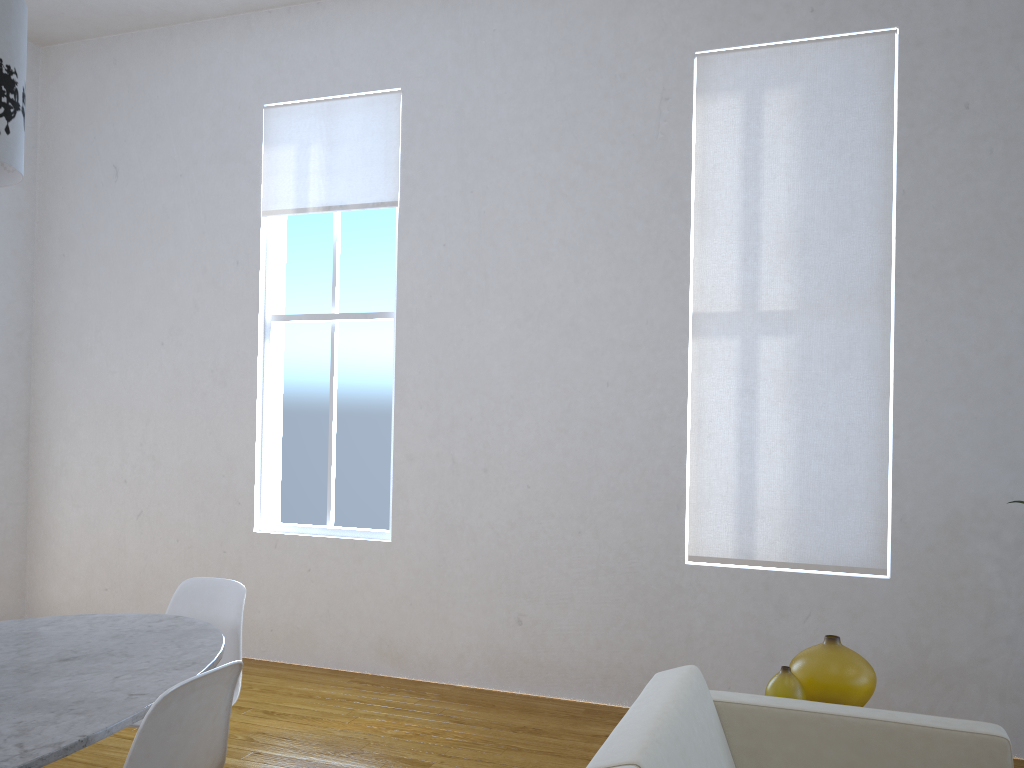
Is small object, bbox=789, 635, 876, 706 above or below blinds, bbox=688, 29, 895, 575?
below

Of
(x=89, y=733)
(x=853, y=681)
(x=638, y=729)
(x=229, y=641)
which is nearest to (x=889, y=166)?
(x=853, y=681)

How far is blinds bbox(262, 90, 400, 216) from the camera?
4.2m

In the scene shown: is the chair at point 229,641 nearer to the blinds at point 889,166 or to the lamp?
the lamp

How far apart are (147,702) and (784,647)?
2.55m

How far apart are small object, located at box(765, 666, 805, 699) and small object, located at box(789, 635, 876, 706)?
0.1 meters

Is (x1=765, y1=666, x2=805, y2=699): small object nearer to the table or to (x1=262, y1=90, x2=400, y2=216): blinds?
the table

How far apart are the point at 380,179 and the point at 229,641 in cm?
239

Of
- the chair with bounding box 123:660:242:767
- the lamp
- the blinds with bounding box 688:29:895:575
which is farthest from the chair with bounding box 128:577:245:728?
the blinds with bounding box 688:29:895:575

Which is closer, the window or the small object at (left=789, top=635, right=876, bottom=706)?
the small object at (left=789, top=635, right=876, bottom=706)
